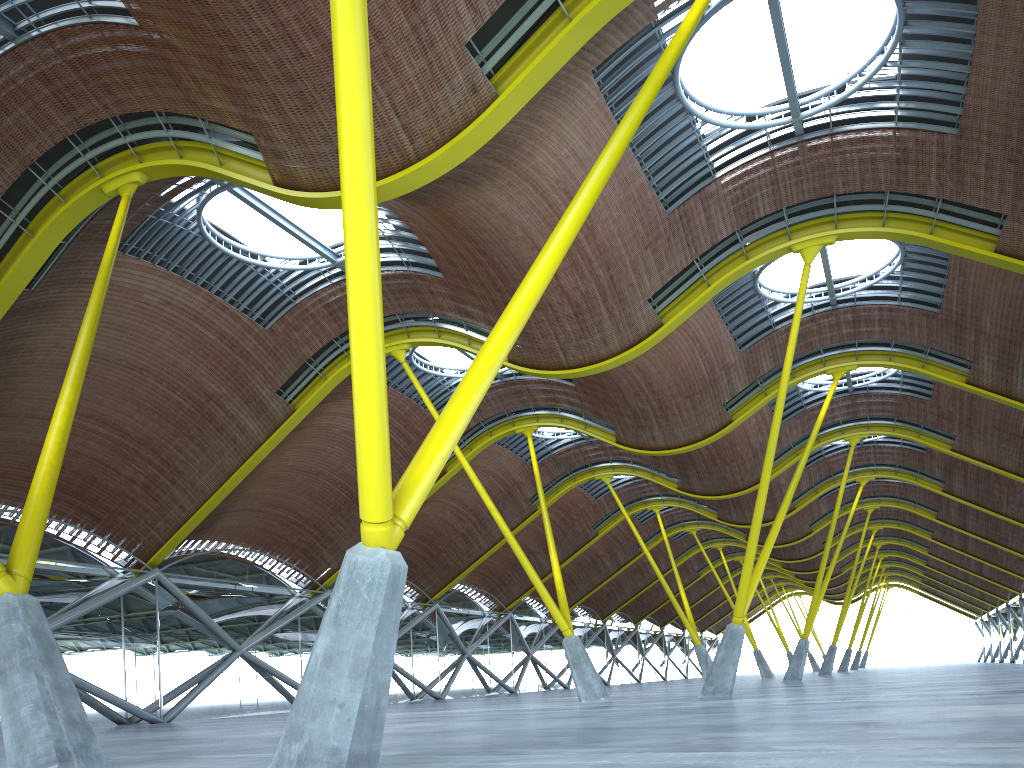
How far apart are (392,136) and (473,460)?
30.3m
